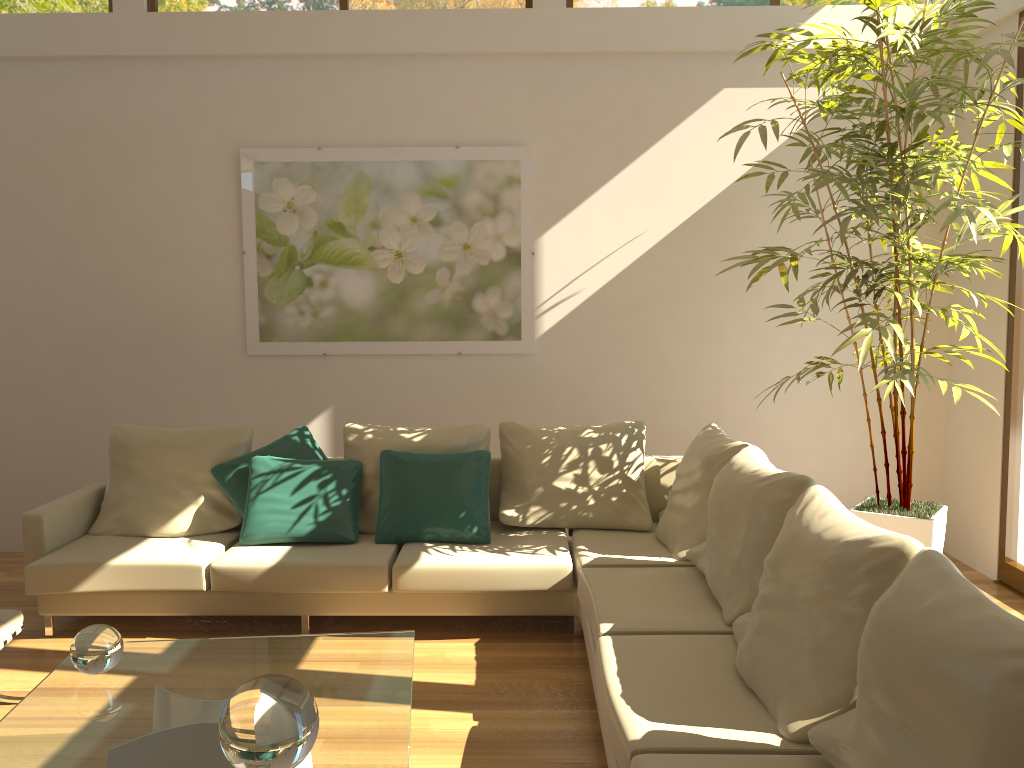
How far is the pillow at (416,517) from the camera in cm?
443

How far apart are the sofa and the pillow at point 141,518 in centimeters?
5cm

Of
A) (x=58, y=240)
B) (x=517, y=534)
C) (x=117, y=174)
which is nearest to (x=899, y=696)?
(x=517, y=534)

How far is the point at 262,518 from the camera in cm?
442

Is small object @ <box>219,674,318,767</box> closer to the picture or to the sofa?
the sofa

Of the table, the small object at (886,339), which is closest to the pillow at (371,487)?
the table

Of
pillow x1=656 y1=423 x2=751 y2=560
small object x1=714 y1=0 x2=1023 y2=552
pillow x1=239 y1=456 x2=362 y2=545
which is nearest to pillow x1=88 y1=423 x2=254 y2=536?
pillow x1=239 y1=456 x2=362 y2=545

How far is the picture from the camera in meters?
5.5

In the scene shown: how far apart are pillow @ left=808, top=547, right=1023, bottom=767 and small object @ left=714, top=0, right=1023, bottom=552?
1.8 meters

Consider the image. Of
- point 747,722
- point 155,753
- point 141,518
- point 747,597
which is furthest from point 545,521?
point 155,753
